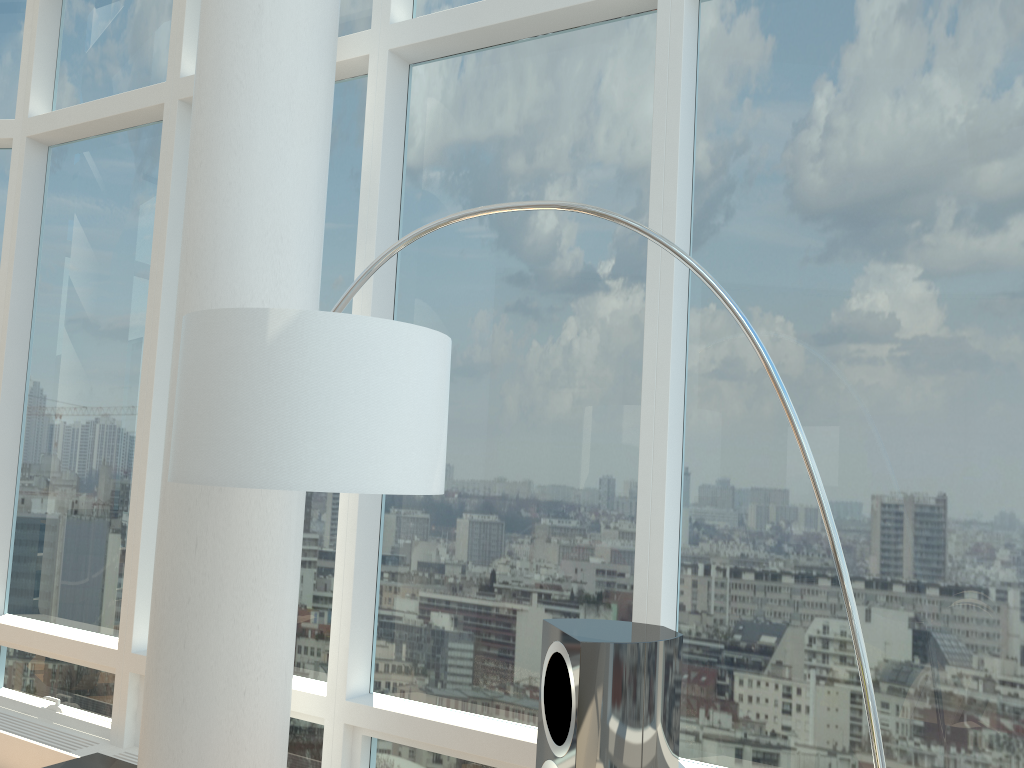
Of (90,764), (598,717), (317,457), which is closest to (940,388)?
(598,717)

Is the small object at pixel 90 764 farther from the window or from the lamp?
the lamp

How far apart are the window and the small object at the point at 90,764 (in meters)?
0.47

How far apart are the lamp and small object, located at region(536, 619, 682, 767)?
0.5m

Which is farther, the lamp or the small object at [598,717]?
the small object at [598,717]

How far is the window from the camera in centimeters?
267cm

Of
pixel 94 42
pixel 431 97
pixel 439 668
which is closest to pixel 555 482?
pixel 439 668

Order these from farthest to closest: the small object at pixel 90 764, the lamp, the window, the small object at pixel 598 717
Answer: the small object at pixel 90 764, the window, the small object at pixel 598 717, the lamp

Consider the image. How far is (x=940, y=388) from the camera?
2.7m

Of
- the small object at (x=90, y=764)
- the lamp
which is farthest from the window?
the lamp
